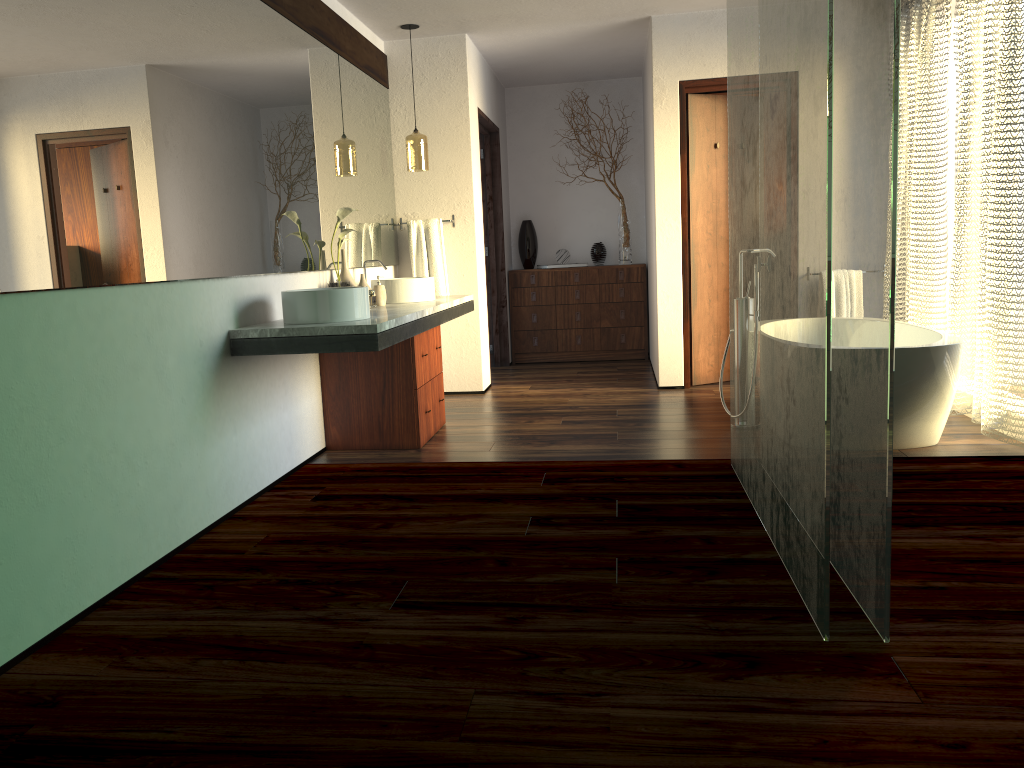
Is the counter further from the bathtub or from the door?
the bathtub

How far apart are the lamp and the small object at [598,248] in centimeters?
239cm

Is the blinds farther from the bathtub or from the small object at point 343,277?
the small object at point 343,277

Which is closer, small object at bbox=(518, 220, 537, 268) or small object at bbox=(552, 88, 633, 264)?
small object at bbox=(552, 88, 633, 264)

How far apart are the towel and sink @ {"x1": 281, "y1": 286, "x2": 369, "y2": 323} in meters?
2.2

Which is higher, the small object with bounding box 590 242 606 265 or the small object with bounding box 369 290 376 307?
the small object with bounding box 590 242 606 265

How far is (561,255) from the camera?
7.58m

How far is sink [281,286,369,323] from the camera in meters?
3.5

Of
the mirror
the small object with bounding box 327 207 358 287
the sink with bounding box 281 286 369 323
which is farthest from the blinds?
the mirror

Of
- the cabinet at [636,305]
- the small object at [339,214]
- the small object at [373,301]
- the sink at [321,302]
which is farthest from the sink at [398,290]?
the small object at [373,301]
